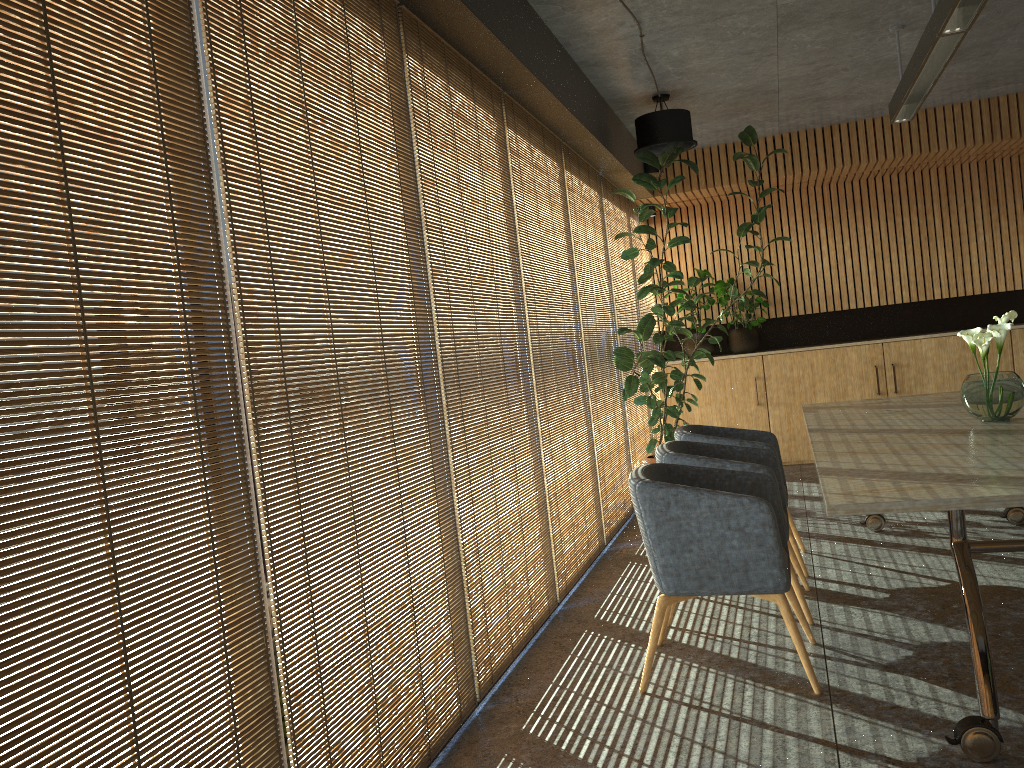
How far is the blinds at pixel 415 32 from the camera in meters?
3.9

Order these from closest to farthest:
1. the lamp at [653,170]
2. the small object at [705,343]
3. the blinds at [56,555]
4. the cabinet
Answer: the blinds at [56,555], the lamp at [653,170], the cabinet, the small object at [705,343]

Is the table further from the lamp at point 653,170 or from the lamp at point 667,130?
the lamp at point 653,170

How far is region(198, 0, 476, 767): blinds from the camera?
2.6m

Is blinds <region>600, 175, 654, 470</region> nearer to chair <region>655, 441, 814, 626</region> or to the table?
the table

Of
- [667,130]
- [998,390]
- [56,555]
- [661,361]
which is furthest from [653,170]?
[56,555]

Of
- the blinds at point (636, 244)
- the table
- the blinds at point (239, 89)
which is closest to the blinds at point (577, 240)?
the table

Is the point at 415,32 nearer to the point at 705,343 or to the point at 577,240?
the point at 577,240

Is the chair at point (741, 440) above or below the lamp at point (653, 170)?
below

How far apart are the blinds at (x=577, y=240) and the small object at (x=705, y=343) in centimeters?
257cm
